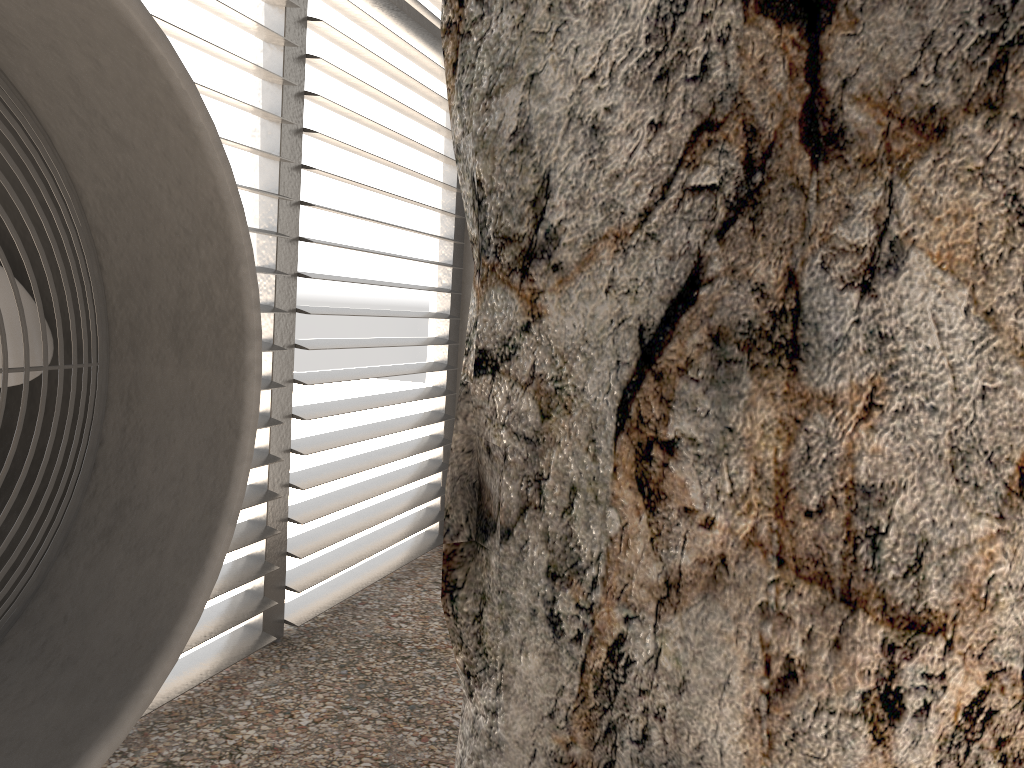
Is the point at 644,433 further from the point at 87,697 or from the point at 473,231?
the point at 87,697
